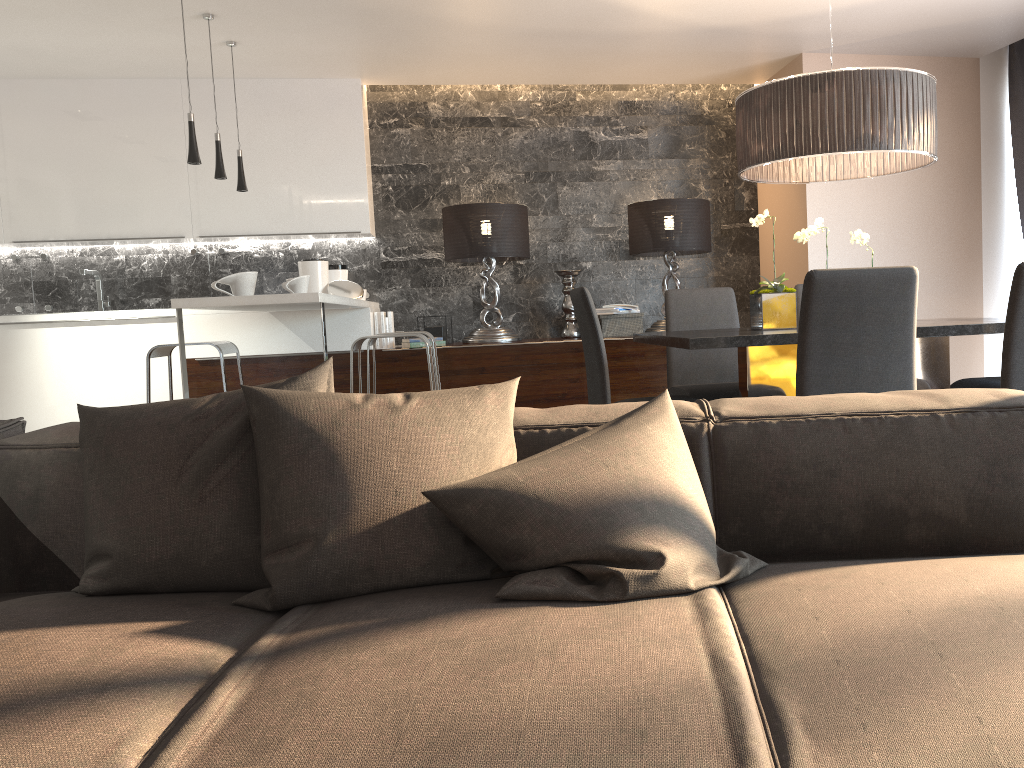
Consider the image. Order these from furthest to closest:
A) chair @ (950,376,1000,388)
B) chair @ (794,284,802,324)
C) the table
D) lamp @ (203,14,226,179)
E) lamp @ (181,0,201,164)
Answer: lamp @ (203,14,226,179)
chair @ (794,284,802,324)
lamp @ (181,0,201,164)
chair @ (950,376,1000,388)
the table

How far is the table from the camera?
3.0m

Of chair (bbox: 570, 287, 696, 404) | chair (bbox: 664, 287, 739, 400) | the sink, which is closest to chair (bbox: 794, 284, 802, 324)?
chair (bbox: 664, 287, 739, 400)

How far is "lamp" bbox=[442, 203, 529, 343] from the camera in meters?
5.9 m

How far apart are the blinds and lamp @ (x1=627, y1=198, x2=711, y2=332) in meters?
2.1

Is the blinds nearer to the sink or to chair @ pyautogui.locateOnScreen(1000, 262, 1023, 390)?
chair @ pyautogui.locateOnScreen(1000, 262, 1023, 390)

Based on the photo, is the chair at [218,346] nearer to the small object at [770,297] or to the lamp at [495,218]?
the lamp at [495,218]

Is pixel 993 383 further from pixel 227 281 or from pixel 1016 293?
pixel 227 281

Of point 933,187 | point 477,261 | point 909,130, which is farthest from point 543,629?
point 933,187

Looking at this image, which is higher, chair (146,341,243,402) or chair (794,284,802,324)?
chair (794,284,802,324)
